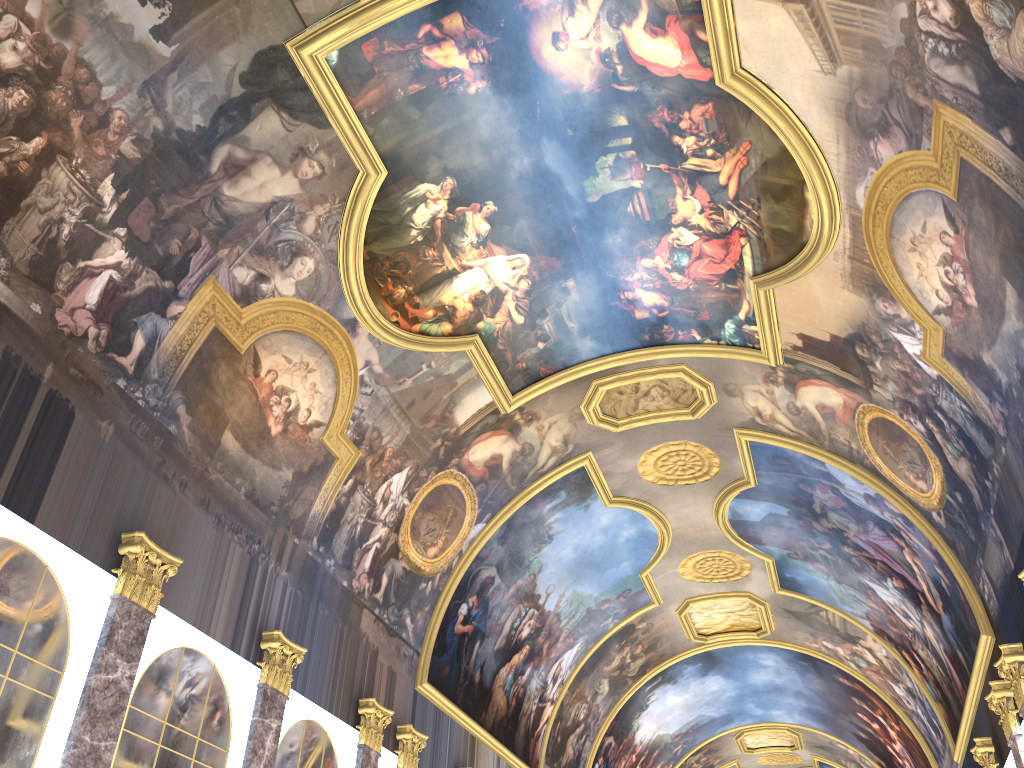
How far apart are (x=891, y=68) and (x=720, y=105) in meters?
2.8
